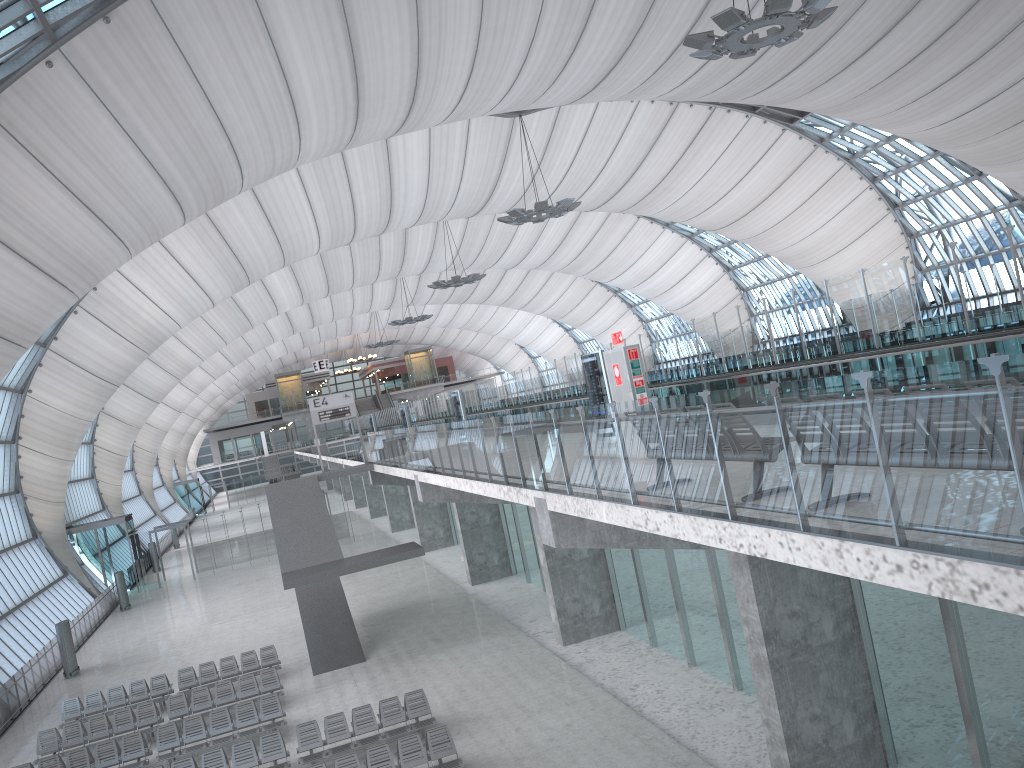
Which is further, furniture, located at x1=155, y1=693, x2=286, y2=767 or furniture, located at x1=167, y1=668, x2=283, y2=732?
furniture, located at x1=167, y1=668, x2=283, y2=732

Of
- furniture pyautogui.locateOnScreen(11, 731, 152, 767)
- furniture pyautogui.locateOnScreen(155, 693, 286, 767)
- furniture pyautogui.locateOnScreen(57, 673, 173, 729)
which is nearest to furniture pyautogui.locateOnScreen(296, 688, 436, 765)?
furniture pyautogui.locateOnScreen(155, 693, 286, 767)

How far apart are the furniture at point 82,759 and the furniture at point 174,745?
0.3 meters

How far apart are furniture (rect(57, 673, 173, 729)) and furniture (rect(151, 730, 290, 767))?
6.5 meters

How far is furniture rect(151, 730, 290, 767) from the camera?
16.6 meters

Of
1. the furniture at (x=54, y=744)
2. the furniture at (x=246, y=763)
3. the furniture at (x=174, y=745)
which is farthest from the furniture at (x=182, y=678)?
the furniture at (x=246, y=763)

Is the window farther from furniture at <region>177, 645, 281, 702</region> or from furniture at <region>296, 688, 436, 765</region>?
furniture at <region>296, 688, 436, 765</region>

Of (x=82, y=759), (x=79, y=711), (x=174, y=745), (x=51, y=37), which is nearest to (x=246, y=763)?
(x=174, y=745)

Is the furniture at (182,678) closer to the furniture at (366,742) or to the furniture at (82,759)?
the furniture at (82,759)

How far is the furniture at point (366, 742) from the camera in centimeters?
1681cm
